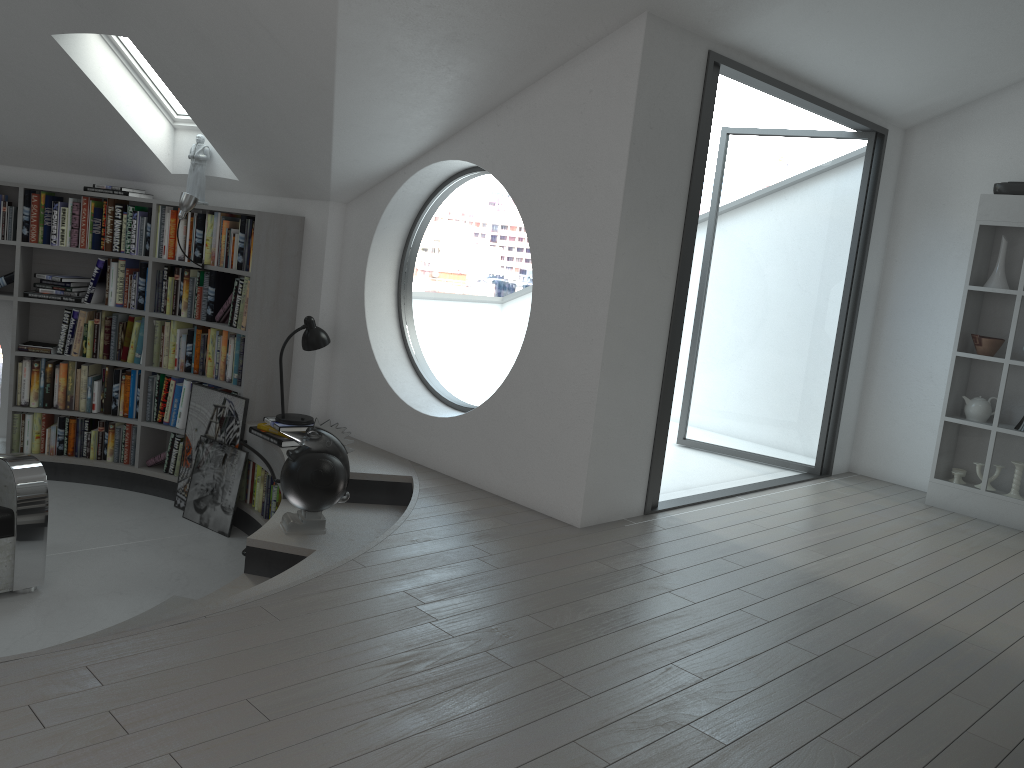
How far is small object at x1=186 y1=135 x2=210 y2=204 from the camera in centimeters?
595cm

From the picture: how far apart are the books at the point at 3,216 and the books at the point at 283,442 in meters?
2.3 m

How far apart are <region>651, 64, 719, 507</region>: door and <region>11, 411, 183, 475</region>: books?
3.4 meters

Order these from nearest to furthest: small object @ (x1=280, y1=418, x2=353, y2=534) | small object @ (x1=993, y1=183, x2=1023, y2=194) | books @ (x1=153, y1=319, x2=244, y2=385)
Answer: small object @ (x1=280, y1=418, x2=353, y2=534) < small object @ (x1=993, y1=183, x2=1023, y2=194) < books @ (x1=153, y1=319, x2=244, y2=385)

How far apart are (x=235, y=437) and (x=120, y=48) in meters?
2.5 m

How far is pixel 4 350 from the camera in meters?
6.5

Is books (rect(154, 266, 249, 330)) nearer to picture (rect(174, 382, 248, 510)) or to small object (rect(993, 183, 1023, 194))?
picture (rect(174, 382, 248, 510))

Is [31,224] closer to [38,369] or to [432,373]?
[38,369]

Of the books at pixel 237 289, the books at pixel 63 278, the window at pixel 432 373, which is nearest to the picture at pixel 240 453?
the books at pixel 237 289

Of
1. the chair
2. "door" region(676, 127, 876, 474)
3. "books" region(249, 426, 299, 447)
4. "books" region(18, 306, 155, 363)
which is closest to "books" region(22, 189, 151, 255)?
"books" region(18, 306, 155, 363)
